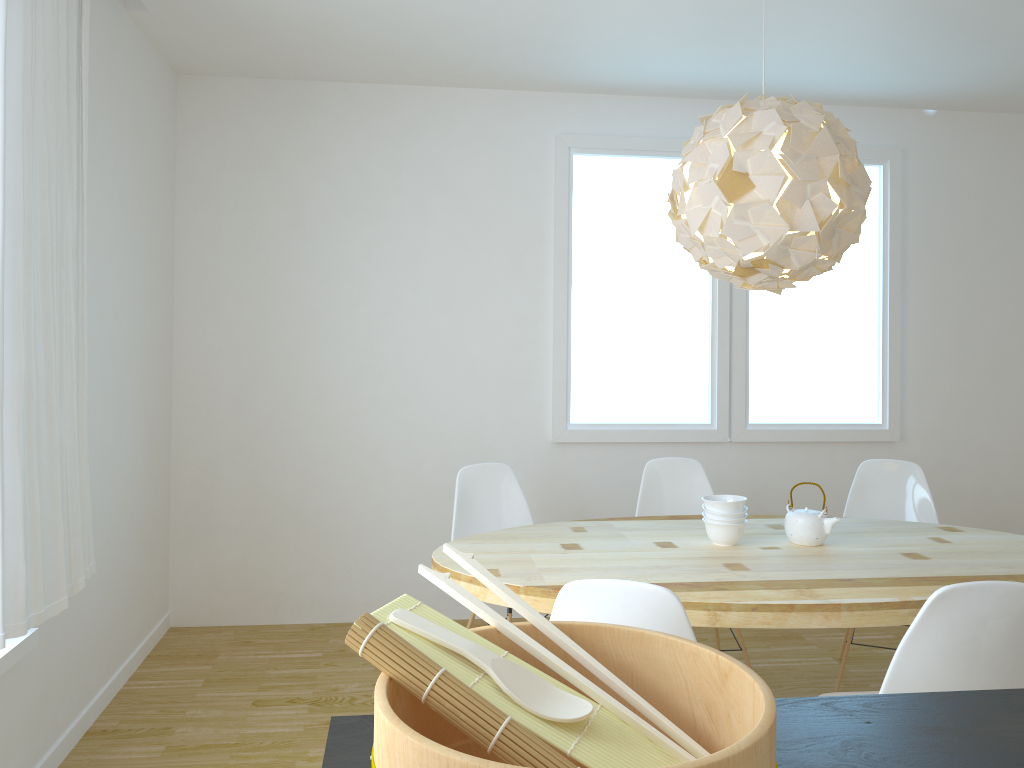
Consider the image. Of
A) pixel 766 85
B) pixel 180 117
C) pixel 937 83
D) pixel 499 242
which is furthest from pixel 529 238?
pixel 937 83

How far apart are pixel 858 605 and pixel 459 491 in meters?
1.7 m

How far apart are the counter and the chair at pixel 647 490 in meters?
2.5

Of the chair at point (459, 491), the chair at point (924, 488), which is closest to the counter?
the chair at point (459, 491)

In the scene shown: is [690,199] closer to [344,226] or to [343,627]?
[344,226]

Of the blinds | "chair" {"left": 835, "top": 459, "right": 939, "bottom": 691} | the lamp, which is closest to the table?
"chair" {"left": 835, "top": 459, "right": 939, "bottom": 691}

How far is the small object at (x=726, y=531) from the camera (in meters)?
3.00

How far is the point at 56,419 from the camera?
2.5 meters

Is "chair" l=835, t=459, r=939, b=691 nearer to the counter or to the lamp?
the lamp

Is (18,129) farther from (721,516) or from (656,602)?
(721,516)
